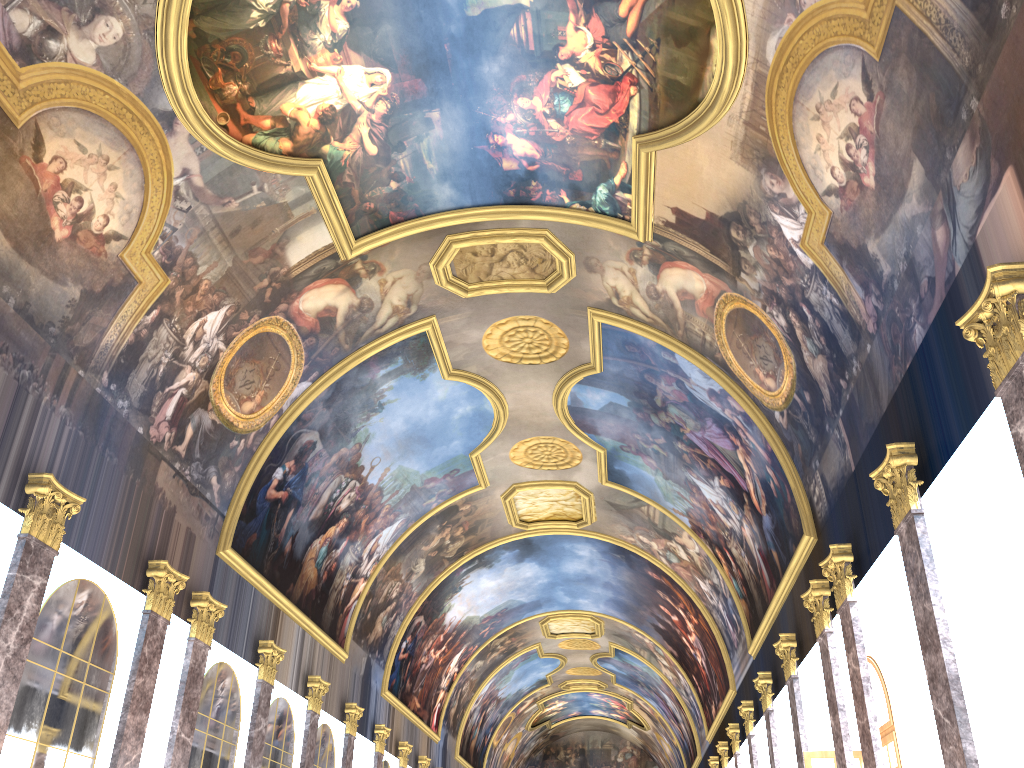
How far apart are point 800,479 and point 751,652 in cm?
876
